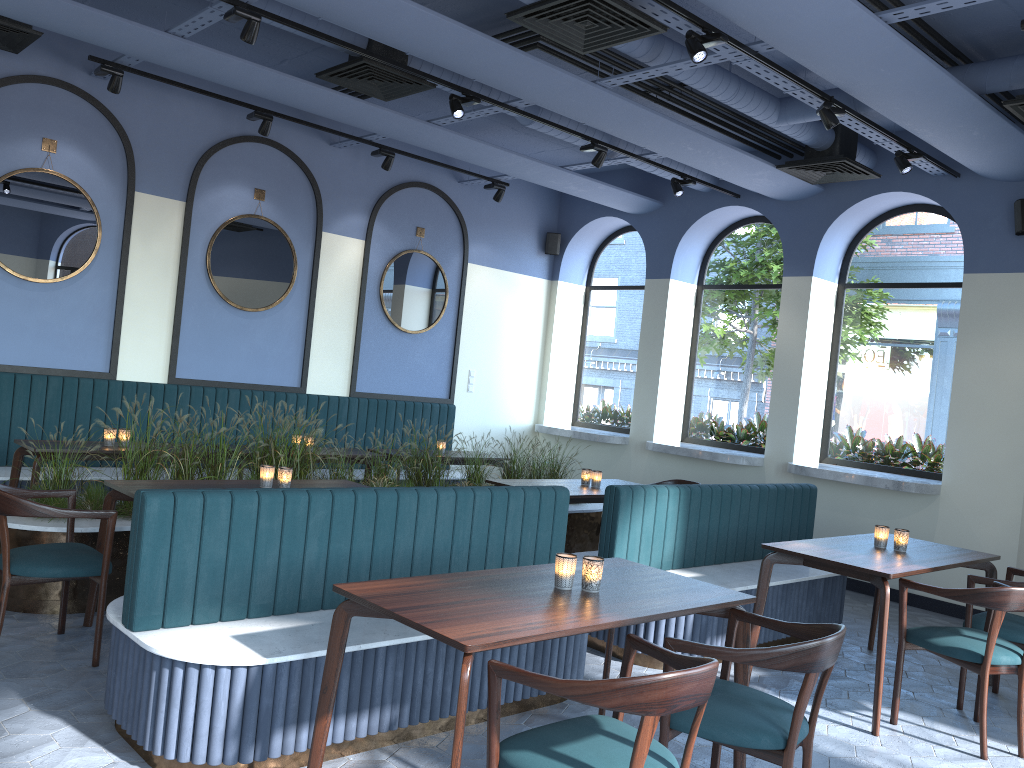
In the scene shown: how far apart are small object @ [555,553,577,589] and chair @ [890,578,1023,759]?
2.02m

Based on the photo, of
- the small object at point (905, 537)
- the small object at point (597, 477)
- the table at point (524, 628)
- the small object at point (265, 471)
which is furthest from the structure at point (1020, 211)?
the small object at point (265, 471)

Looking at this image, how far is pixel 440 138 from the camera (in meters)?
7.37

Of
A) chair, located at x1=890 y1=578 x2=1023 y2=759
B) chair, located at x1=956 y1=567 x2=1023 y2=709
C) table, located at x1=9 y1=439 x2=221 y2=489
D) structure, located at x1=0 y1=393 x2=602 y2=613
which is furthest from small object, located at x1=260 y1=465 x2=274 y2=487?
chair, located at x1=956 y1=567 x2=1023 y2=709

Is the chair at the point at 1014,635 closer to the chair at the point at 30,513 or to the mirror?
the chair at the point at 30,513

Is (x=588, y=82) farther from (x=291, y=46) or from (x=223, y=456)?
(x=223, y=456)

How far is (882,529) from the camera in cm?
495

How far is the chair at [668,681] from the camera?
2.2 meters

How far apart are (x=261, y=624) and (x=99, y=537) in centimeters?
162cm

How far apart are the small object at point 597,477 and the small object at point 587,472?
0.1 meters
